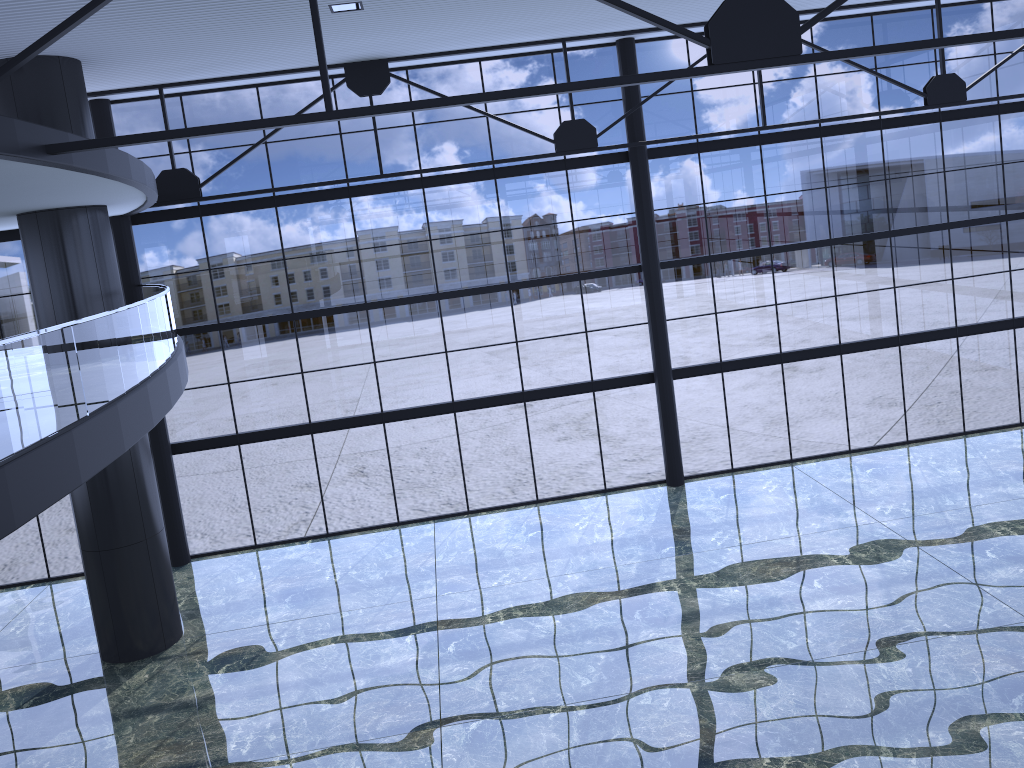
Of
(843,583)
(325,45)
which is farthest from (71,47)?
(843,583)
